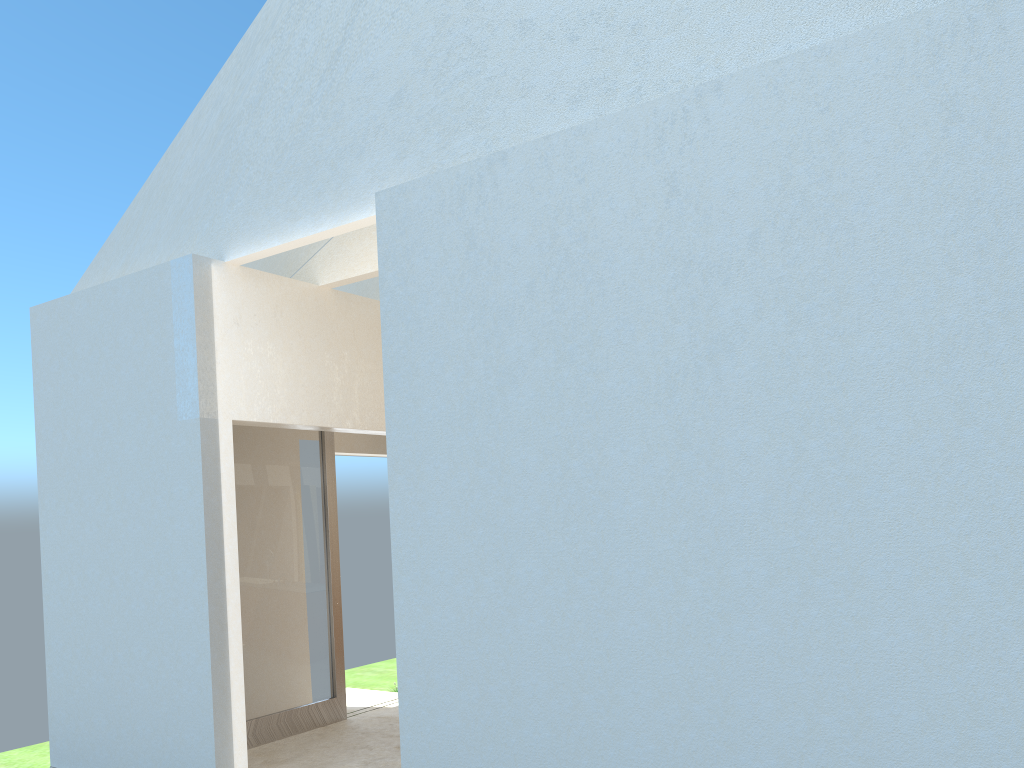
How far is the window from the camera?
16.07m

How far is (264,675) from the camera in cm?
1607

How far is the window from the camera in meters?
16.1 m
